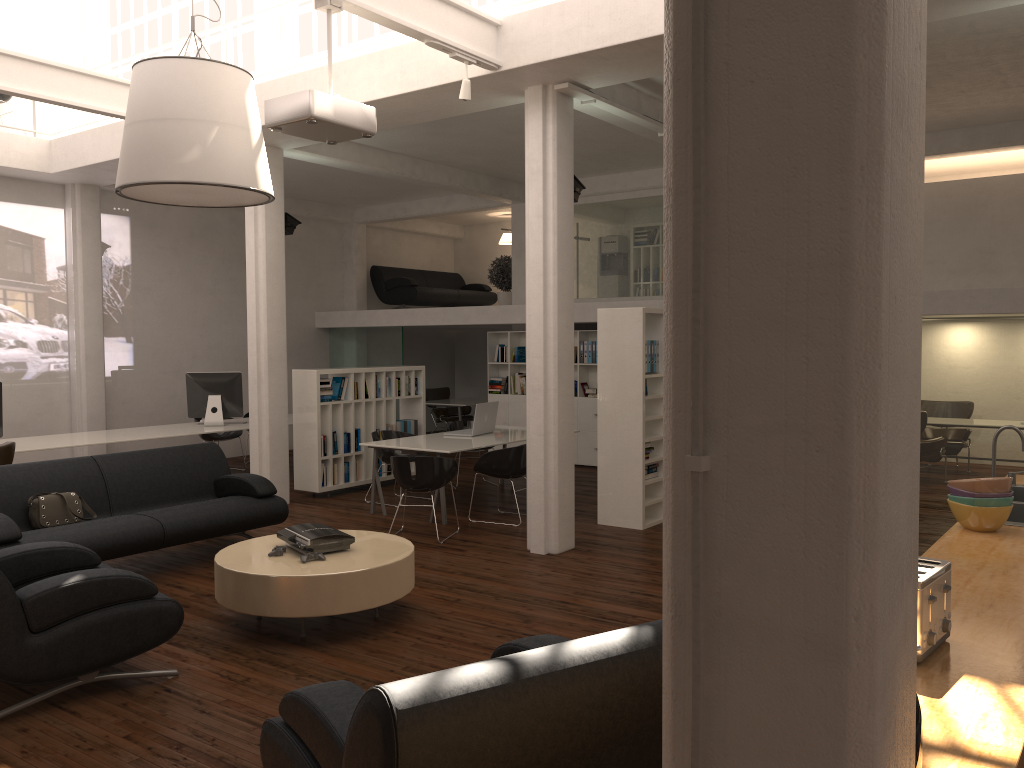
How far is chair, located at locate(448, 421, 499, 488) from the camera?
14.4 meters

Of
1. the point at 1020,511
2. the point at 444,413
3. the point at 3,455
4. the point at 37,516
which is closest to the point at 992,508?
the point at 1020,511

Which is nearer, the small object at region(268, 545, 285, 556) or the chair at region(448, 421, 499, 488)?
the small object at region(268, 545, 285, 556)

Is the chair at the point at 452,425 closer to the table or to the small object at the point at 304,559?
the table

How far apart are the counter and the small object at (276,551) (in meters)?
4.81

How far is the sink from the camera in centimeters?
604cm

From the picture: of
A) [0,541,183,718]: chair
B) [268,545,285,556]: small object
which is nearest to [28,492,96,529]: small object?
[0,541,183,718]: chair

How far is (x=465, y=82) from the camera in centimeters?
843cm

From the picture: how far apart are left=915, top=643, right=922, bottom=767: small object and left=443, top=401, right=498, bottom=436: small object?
10.6m

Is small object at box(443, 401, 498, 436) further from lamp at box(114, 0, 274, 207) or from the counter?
the counter
